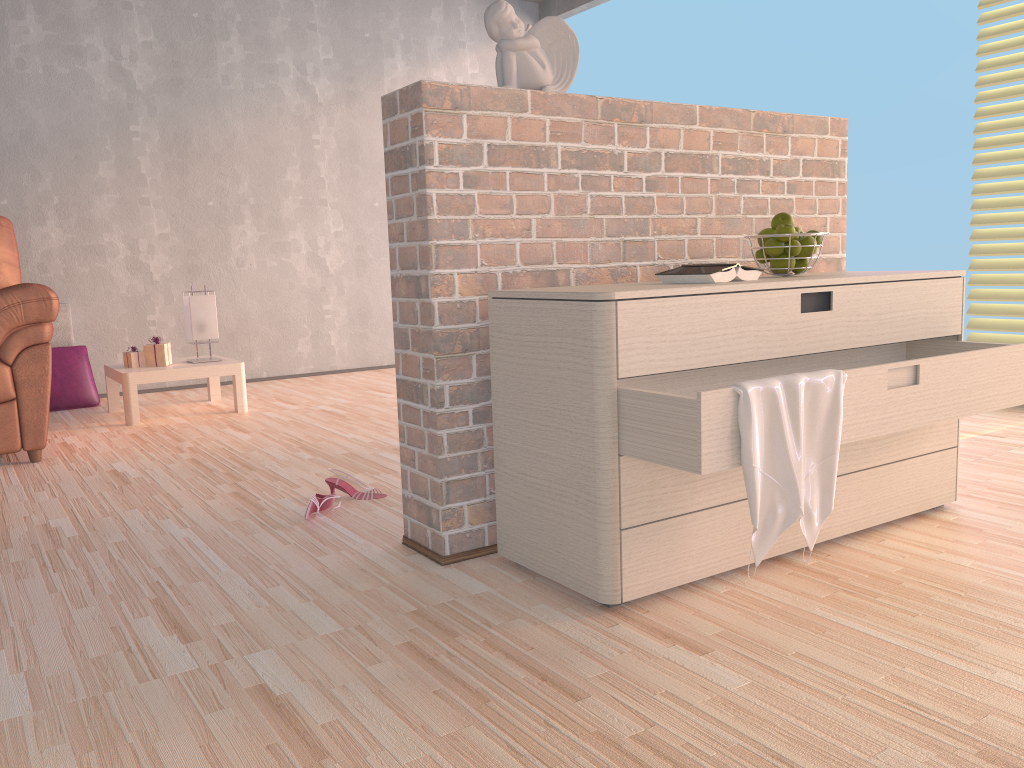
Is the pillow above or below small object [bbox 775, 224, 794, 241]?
below

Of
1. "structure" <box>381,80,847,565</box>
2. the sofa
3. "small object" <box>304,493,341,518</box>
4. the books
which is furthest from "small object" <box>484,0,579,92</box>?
the sofa

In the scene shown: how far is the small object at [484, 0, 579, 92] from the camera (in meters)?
2.04

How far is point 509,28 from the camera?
2.04m

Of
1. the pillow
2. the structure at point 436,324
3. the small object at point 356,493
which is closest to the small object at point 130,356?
the pillow

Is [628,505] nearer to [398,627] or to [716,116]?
[398,627]

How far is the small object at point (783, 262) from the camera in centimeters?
215cm

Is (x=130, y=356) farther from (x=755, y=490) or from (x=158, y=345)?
(x=755, y=490)

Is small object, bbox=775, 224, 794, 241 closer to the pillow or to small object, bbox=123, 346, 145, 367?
small object, bbox=123, 346, 145, 367

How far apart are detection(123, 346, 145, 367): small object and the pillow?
0.6m
